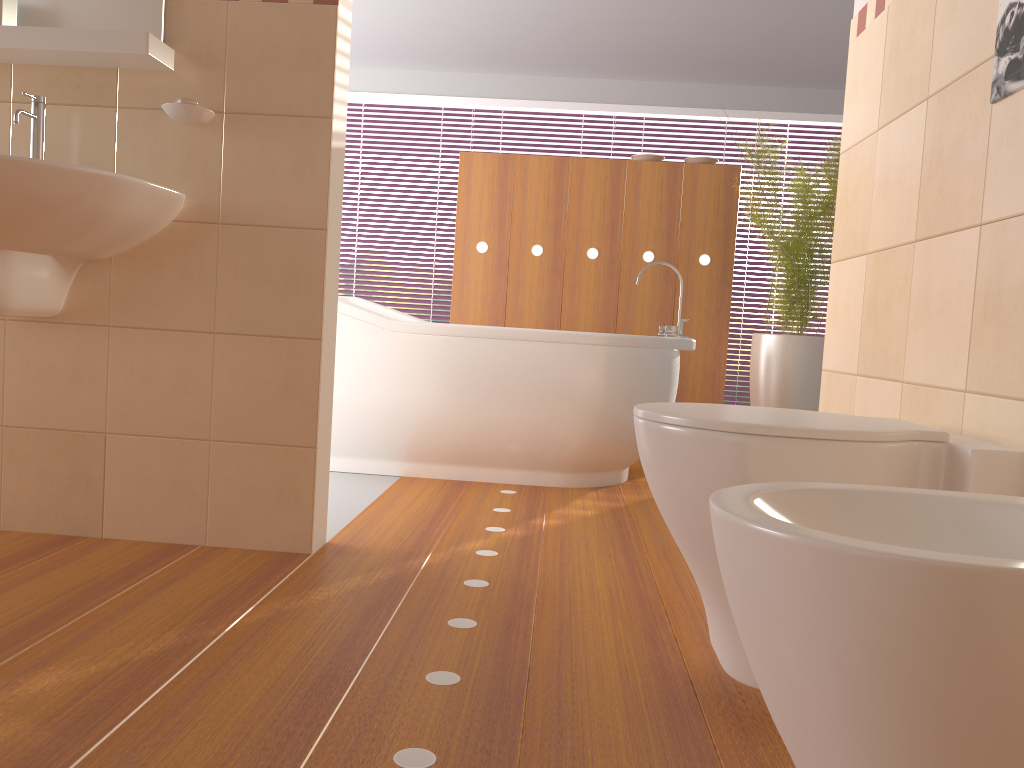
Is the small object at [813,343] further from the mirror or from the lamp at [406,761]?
the mirror

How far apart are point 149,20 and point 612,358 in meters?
1.8 m

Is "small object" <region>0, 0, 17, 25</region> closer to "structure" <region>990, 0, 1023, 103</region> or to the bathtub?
the bathtub

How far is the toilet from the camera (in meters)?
1.23

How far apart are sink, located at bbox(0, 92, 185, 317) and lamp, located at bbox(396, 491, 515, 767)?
1.13m

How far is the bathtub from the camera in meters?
3.3 m

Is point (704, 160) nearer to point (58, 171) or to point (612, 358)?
point (612, 358)

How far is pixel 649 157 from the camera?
4.47m

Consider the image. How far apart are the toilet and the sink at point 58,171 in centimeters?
121cm

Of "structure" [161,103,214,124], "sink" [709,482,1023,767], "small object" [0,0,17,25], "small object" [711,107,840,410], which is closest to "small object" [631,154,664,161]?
"small object" [711,107,840,410]
